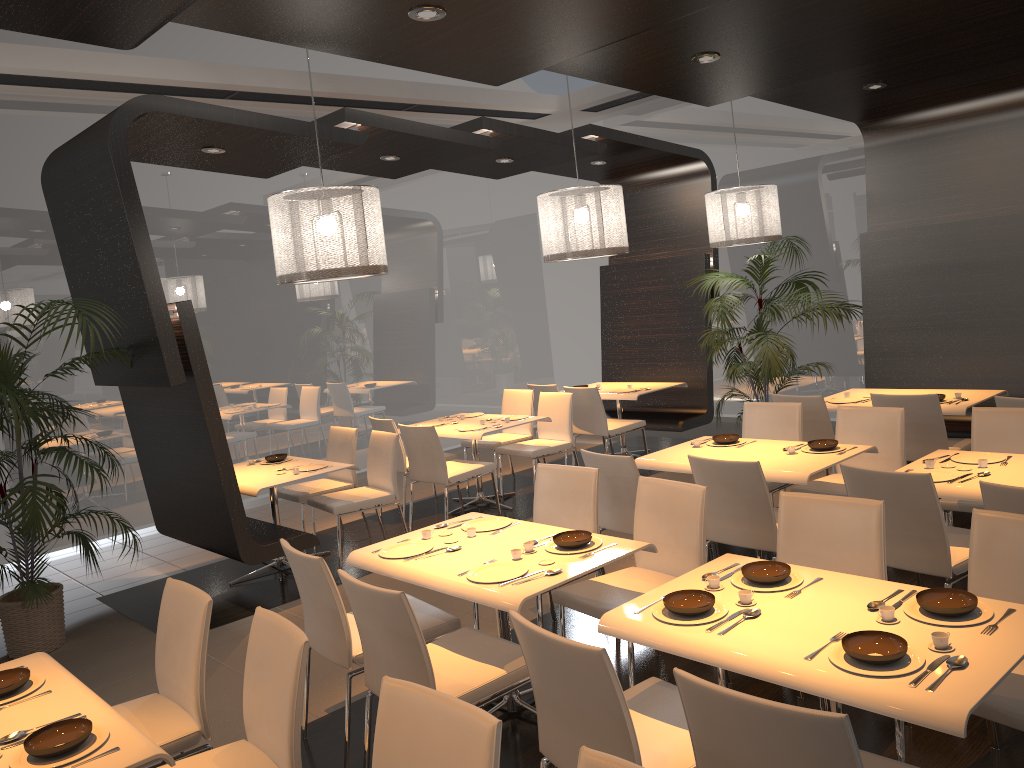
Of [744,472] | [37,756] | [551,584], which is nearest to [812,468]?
[744,472]

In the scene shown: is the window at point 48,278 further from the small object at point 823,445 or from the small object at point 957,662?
the small object at point 957,662

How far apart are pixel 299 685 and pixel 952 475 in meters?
3.2 m

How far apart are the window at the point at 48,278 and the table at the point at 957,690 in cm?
622

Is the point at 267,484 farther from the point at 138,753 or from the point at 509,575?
the point at 138,753

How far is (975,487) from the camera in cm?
395

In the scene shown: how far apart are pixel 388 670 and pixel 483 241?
8.00m

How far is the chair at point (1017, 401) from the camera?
5.2 meters

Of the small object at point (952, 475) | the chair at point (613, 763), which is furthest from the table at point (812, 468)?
the chair at point (613, 763)

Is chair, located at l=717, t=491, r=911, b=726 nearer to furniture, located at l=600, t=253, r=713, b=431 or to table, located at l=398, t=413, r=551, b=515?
table, located at l=398, t=413, r=551, b=515
